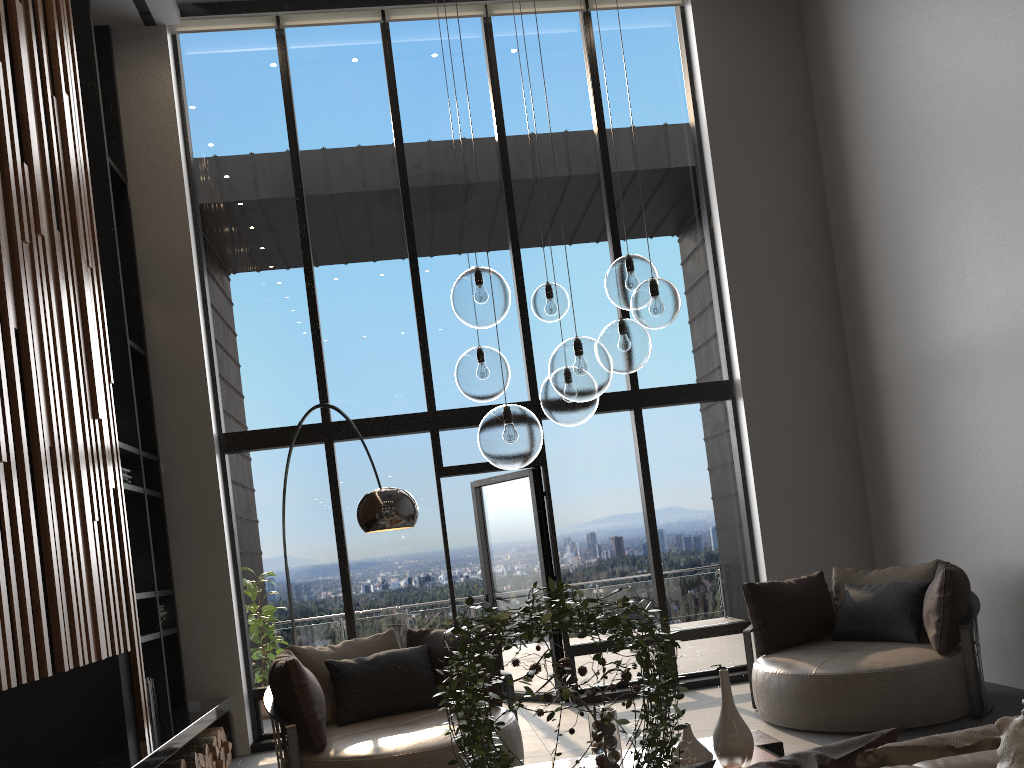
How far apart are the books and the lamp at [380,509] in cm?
260

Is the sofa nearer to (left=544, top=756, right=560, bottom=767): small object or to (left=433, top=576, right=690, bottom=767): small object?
A: (left=433, top=576, right=690, bottom=767): small object

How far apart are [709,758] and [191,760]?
3.5 meters

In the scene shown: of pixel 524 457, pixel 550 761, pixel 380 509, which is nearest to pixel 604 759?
pixel 550 761

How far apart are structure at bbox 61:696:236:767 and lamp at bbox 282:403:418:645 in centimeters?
159cm

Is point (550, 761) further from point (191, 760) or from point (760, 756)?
point (191, 760)

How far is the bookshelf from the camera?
6.1m

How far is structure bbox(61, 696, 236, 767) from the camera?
4.5m

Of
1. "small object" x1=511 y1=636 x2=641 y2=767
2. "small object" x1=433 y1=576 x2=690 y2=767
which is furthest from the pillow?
"small object" x1=511 y1=636 x2=641 y2=767

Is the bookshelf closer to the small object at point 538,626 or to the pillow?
the pillow
